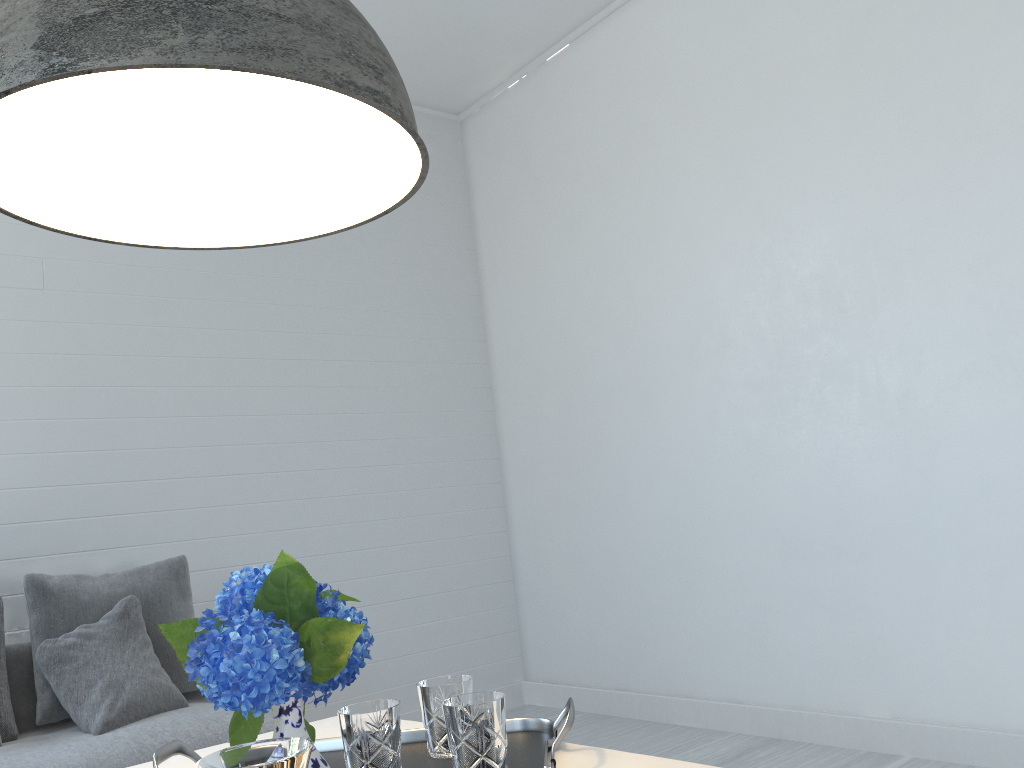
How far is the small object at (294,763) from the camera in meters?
0.7 m

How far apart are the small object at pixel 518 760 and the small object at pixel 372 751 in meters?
0.1 m

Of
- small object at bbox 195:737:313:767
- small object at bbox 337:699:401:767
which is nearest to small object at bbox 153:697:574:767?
small object at bbox 337:699:401:767

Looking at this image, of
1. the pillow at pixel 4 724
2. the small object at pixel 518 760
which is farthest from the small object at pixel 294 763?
the pillow at pixel 4 724

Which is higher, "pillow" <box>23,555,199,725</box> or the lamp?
the lamp

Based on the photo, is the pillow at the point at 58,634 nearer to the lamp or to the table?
the table

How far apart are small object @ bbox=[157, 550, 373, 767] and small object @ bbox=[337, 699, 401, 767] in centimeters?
11cm

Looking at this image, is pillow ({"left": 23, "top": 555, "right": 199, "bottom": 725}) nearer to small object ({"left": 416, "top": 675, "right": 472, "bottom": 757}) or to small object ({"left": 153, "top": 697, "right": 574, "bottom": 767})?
small object ({"left": 153, "top": 697, "right": 574, "bottom": 767})

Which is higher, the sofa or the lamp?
the lamp

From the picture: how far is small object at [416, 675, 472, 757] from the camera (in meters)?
1.42
